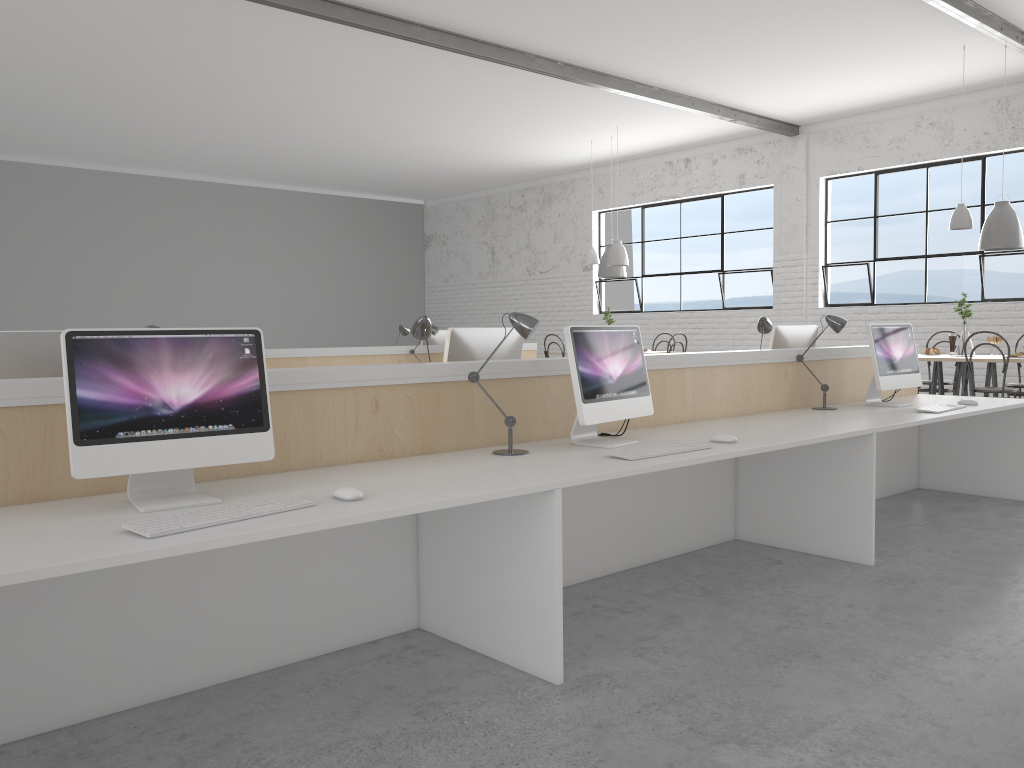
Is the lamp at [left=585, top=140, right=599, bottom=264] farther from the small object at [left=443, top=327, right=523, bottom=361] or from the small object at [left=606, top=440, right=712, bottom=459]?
the small object at [left=606, top=440, right=712, bottom=459]

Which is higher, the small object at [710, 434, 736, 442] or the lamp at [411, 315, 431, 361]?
the lamp at [411, 315, 431, 361]

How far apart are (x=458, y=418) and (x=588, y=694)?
0.9m

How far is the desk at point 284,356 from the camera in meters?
5.4

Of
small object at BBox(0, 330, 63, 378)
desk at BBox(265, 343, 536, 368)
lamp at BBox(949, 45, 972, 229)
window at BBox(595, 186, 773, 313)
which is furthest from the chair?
small object at BBox(0, 330, 63, 378)

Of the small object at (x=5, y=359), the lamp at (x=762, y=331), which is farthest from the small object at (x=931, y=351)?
the small object at (x=5, y=359)

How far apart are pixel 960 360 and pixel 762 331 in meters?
2.1 m

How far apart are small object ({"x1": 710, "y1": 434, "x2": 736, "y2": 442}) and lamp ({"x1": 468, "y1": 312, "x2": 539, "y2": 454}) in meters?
0.7 m

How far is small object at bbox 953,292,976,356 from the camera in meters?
5.7 m

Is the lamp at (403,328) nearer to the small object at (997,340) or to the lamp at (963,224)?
the lamp at (963,224)
